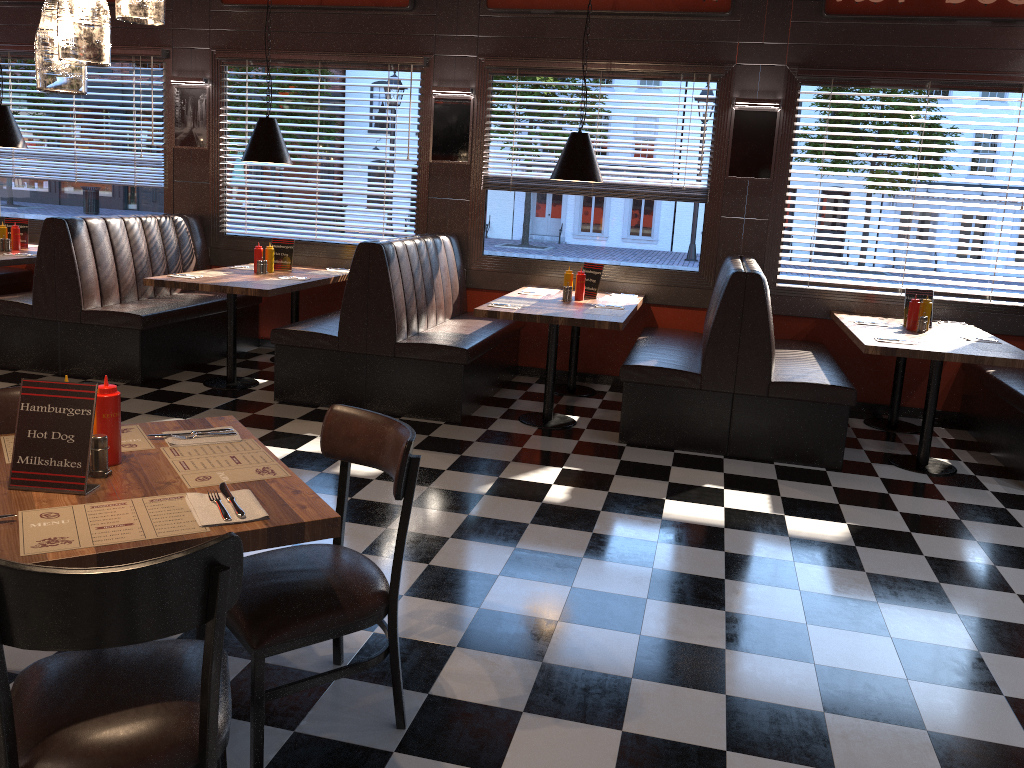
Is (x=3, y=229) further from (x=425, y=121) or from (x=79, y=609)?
(x=79, y=609)

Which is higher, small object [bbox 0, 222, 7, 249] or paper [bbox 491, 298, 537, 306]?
small object [bbox 0, 222, 7, 249]

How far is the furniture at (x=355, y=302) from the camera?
5.8 meters

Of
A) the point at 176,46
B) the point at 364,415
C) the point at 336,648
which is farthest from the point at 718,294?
the point at 176,46

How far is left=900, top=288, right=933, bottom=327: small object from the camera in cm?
612

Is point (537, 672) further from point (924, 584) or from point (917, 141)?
point (917, 141)

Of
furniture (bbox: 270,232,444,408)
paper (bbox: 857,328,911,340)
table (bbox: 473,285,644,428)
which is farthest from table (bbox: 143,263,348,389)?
paper (bbox: 857,328,911,340)

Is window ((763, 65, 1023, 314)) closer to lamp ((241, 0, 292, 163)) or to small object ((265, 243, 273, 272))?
lamp ((241, 0, 292, 163))

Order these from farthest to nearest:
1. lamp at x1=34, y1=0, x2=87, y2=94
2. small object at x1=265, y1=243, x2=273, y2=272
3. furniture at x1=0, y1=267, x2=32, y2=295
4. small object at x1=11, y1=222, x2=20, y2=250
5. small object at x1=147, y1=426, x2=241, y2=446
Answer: furniture at x1=0, y1=267, x2=32, y2=295 < small object at x1=11, y1=222, x2=20, y2=250 < small object at x1=265, y1=243, x2=273, y2=272 < small object at x1=147, y1=426, x2=241, y2=446 < lamp at x1=34, y1=0, x2=87, y2=94

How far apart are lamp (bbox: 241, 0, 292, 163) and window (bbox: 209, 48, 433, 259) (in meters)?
1.12
